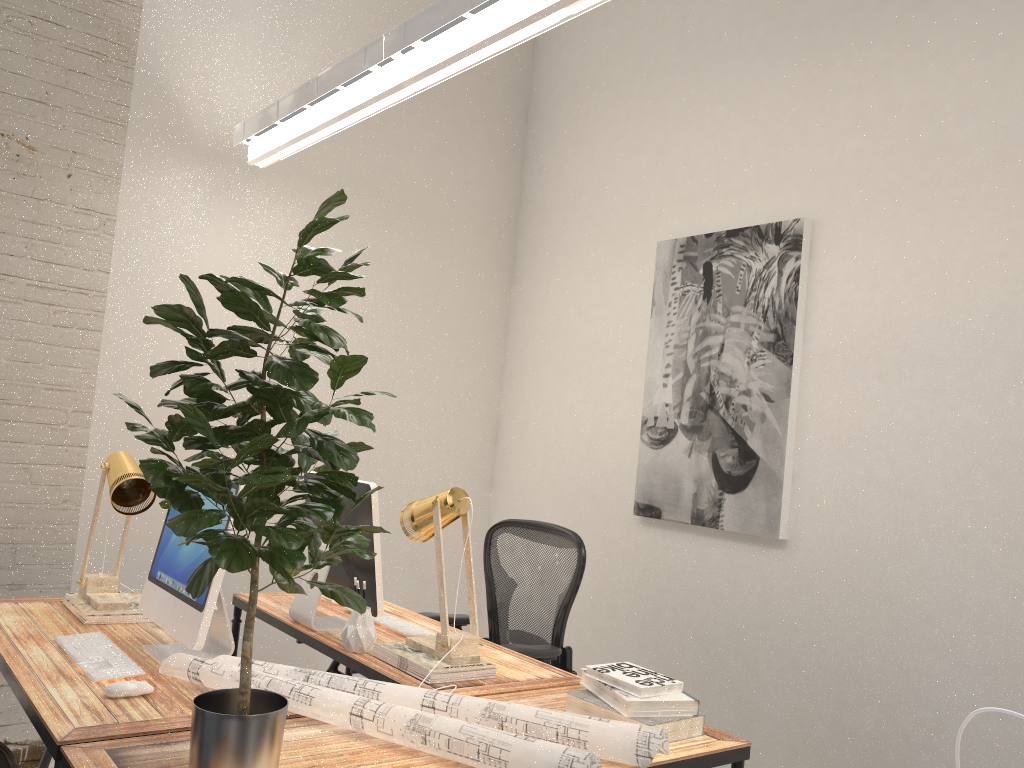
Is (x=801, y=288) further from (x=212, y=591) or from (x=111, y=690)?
(x=111, y=690)

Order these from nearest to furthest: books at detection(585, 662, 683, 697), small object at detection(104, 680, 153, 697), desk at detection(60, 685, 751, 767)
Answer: desk at detection(60, 685, 751, 767), small object at detection(104, 680, 153, 697), books at detection(585, 662, 683, 697)

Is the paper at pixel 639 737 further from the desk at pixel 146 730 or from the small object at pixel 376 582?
the small object at pixel 376 582

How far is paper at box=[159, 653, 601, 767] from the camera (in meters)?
1.66

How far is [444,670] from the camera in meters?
2.3

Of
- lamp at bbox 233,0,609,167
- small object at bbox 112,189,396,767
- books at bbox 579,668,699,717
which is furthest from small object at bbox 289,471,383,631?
lamp at bbox 233,0,609,167

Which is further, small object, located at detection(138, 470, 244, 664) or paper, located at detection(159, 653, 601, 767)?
small object, located at detection(138, 470, 244, 664)

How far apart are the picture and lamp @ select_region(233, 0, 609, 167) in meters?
1.5 m

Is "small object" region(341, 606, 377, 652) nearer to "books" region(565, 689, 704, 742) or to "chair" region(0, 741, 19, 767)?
"books" region(565, 689, 704, 742)

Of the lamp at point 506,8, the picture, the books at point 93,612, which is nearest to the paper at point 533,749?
the books at point 93,612
